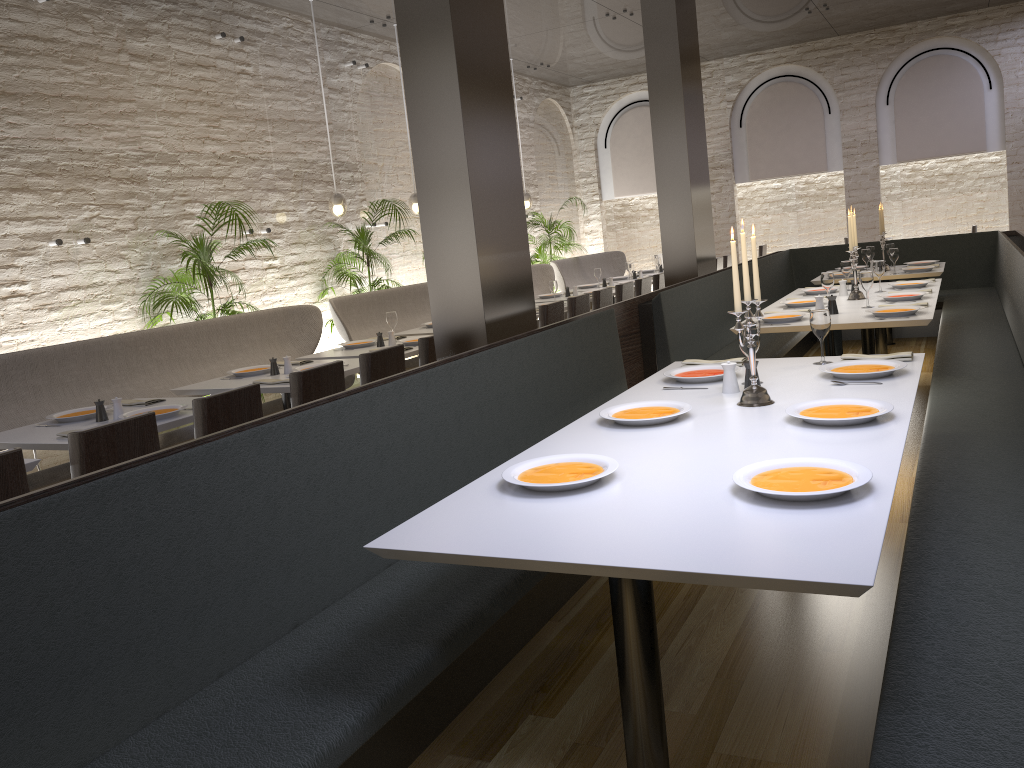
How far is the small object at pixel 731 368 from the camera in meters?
3.4

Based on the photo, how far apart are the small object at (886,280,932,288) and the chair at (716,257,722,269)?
5.1 meters

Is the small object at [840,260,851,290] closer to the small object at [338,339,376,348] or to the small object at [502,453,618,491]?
the small object at [338,339,376,348]

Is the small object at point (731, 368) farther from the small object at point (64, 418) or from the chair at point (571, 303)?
the chair at point (571, 303)

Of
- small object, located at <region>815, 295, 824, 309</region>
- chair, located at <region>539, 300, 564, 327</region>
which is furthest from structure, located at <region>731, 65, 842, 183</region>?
small object, located at <region>815, 295, 824, 309</region>

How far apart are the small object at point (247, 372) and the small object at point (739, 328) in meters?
3.4 m

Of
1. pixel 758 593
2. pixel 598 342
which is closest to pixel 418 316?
pixel 598 342

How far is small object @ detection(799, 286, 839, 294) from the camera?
6.76m

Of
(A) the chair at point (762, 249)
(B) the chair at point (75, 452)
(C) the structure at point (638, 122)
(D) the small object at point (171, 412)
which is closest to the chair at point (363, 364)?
(D) the small object at point (171, 412)

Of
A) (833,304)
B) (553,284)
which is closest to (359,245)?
(553,284)
